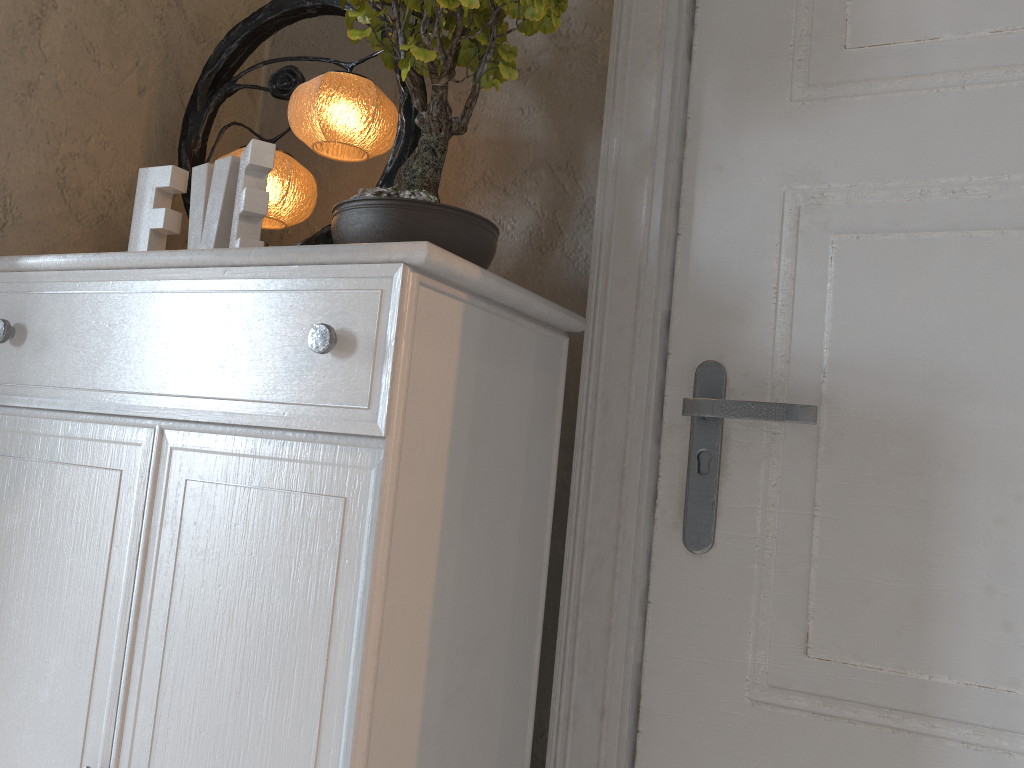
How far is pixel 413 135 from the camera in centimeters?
114cm

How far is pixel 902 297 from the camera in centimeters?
97cm

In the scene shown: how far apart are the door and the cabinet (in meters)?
0.13

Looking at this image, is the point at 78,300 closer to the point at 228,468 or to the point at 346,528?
the point at 228,468

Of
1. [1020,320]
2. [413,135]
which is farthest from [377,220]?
[1020,320]

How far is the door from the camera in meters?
0.9 m

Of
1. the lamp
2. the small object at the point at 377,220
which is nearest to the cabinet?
the small object at the point at 377,220

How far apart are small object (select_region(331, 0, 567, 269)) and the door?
0.2m

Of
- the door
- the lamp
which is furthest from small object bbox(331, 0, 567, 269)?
the door

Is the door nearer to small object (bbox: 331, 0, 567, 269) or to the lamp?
small object (bbox: 331, 0, 567, 269)
